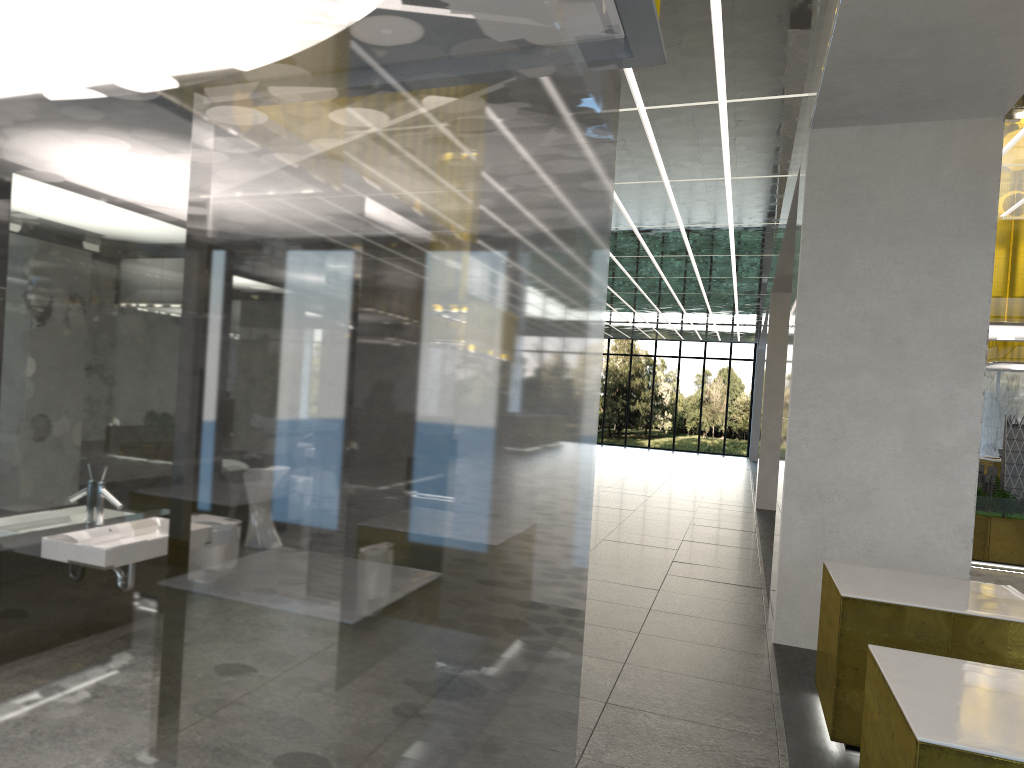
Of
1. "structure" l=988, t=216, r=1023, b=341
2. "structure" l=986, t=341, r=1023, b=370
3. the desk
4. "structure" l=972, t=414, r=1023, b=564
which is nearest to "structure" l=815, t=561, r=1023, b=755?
"structure" l=972, t=414, r=1023, b=564

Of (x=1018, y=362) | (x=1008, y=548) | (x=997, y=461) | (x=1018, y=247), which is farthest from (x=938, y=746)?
(x=1018, y=362)

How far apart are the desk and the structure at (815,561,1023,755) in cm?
2071

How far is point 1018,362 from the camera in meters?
25.8

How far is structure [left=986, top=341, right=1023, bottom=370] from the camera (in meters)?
25.78

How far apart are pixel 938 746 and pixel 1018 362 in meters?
25.7 m

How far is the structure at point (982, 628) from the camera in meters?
6.4 m

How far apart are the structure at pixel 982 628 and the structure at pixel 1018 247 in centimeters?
1032cm

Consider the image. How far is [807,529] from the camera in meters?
9.7 m

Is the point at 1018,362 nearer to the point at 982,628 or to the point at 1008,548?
the point at 1008,548
